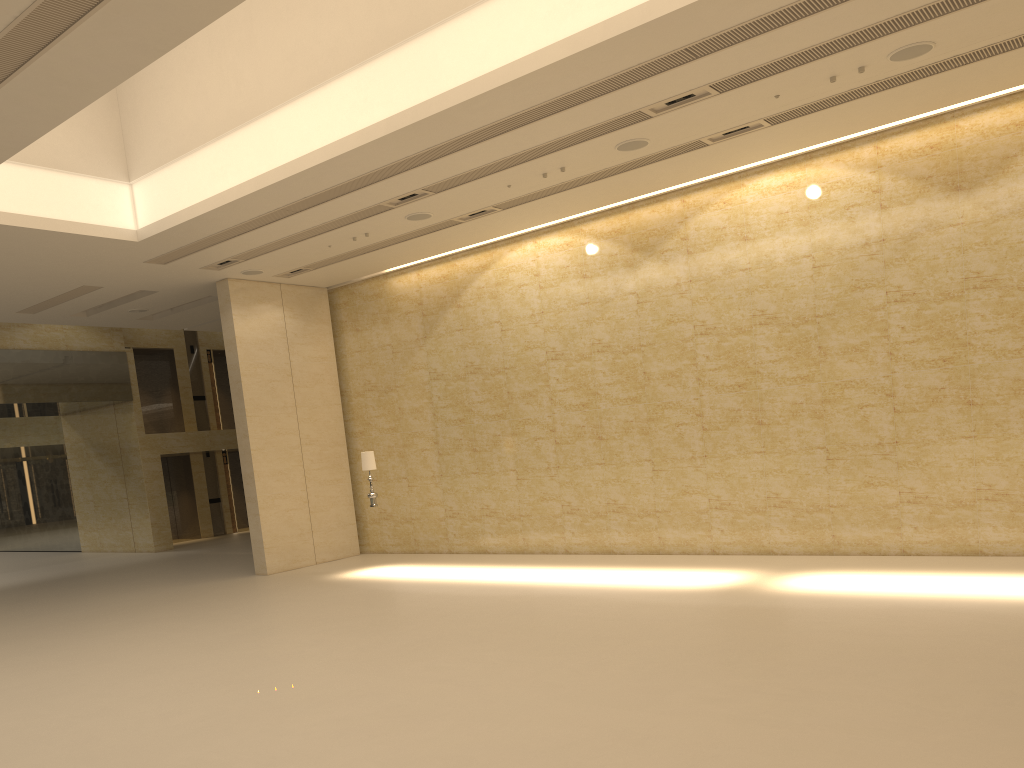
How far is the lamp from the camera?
15.8 meters

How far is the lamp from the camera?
15.84m

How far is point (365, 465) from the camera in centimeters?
1584cm
